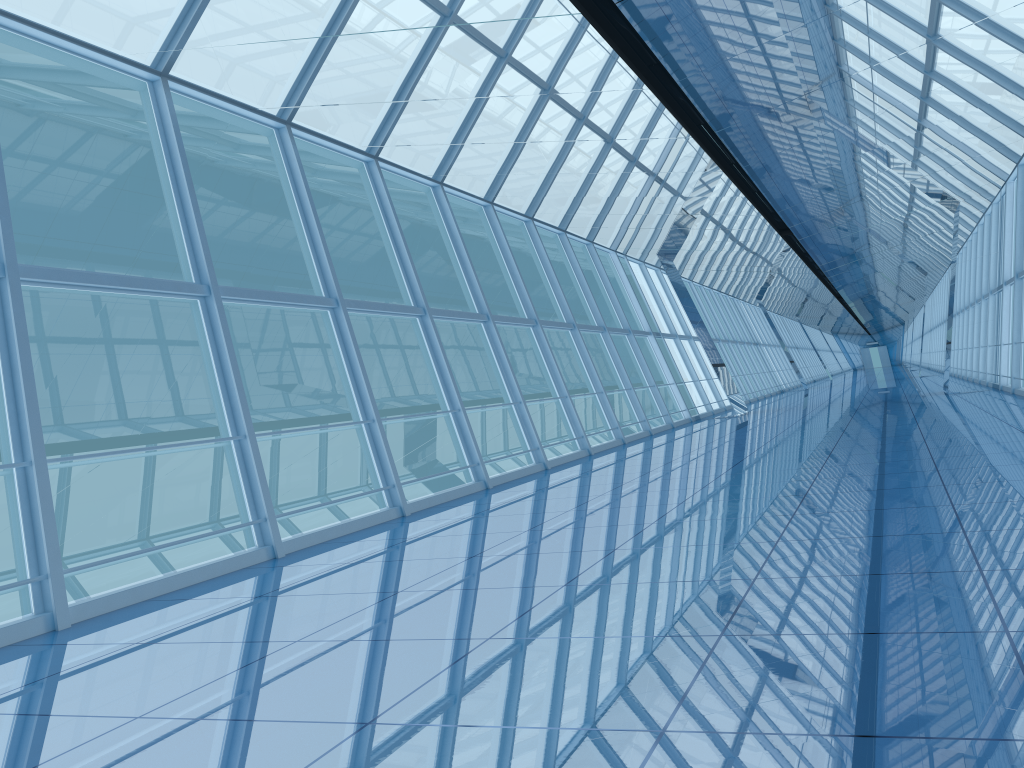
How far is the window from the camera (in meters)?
7.48

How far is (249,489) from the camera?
7.48m

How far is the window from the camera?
7.5m
